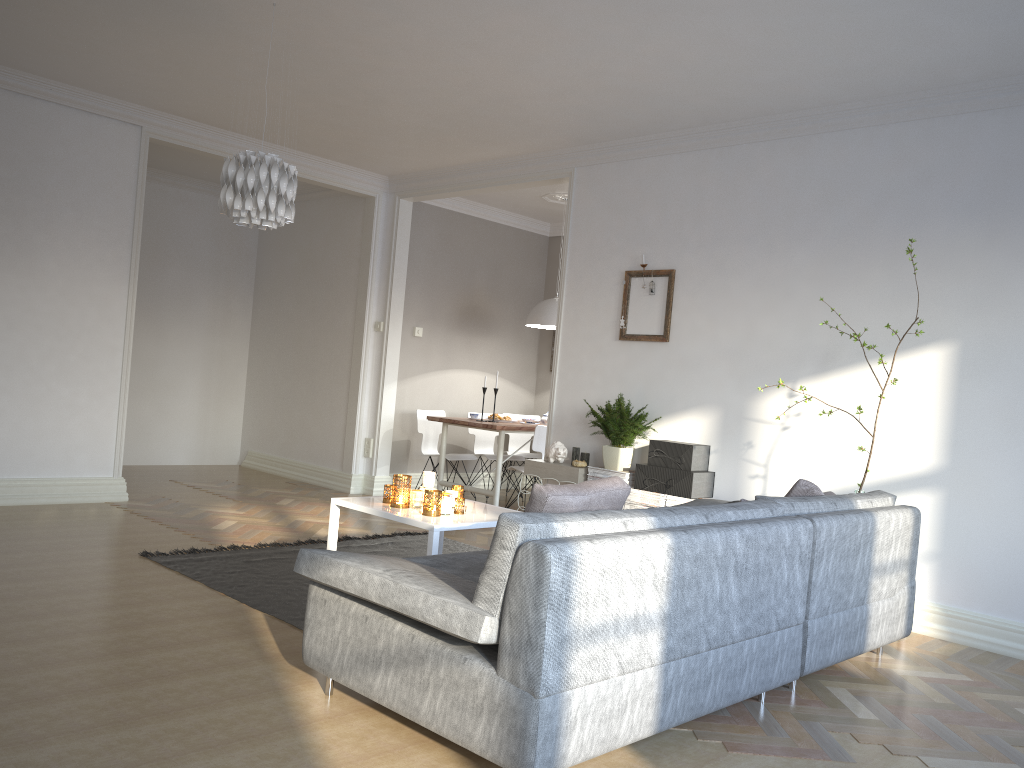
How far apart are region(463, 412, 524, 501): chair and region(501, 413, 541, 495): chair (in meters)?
0.35

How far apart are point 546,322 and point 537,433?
1.3 meters

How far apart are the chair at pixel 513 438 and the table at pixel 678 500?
3.4 meters

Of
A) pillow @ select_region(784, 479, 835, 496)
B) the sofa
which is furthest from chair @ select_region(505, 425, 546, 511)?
pillow @ select_region(784, 479, 835, 496)

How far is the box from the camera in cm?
529

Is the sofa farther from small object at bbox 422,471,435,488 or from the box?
small object at bbox 422,471,435,488

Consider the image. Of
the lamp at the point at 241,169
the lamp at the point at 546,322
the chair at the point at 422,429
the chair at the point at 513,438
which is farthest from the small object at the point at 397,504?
the chair at the point at 513,438

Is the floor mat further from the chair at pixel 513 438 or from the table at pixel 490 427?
the chair at pixel 513 438

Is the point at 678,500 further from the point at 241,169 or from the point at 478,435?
the point at 478,435

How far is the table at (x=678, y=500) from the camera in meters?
5.3
